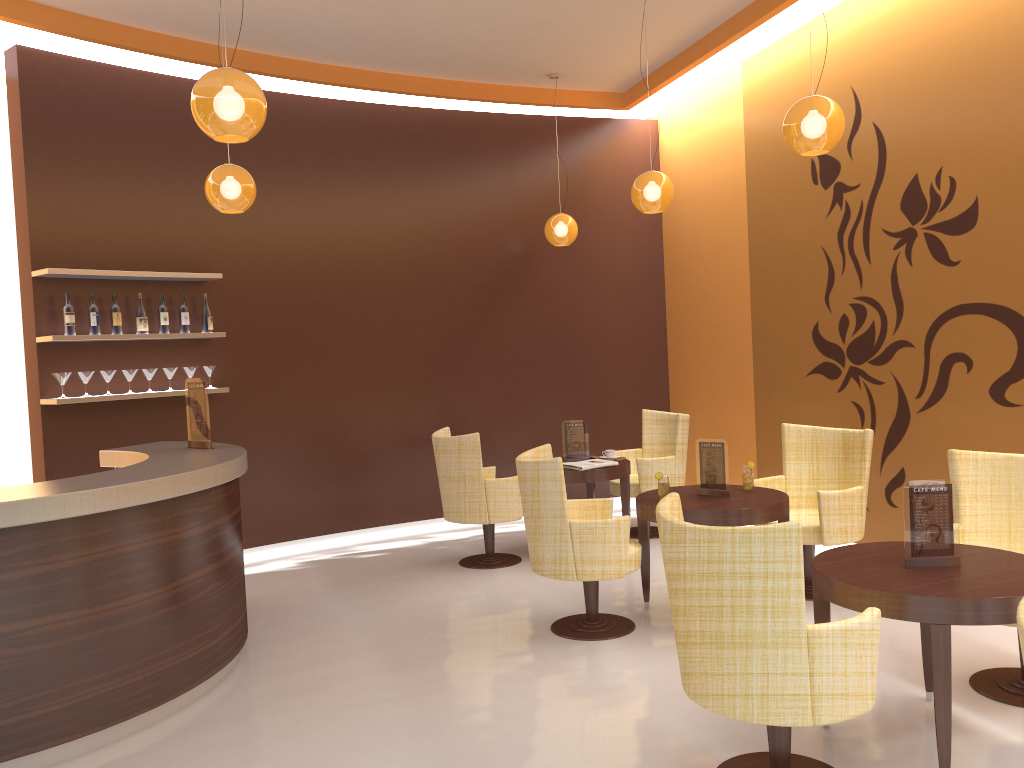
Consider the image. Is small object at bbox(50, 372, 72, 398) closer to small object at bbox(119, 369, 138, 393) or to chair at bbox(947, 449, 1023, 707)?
small object at bbox(119, 369, 138, 393)

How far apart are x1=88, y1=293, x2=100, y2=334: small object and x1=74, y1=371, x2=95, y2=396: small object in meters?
0.3

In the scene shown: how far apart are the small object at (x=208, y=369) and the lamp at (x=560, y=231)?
3.05m

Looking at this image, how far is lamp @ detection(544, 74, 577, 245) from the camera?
7.74m

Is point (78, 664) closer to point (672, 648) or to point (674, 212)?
point (672, 648)

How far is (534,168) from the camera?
8.38m

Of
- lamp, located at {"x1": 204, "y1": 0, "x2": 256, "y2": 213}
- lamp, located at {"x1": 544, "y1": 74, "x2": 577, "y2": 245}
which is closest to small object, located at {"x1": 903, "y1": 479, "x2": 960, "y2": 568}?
lamp, located at {"x1": 204, "y1": 0, "x2": 256, "y2": 213}

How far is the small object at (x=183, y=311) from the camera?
6.6 meters

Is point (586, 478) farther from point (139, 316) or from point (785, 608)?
point (785, 608)

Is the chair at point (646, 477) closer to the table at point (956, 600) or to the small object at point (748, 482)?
the small object at point (748, 482)
